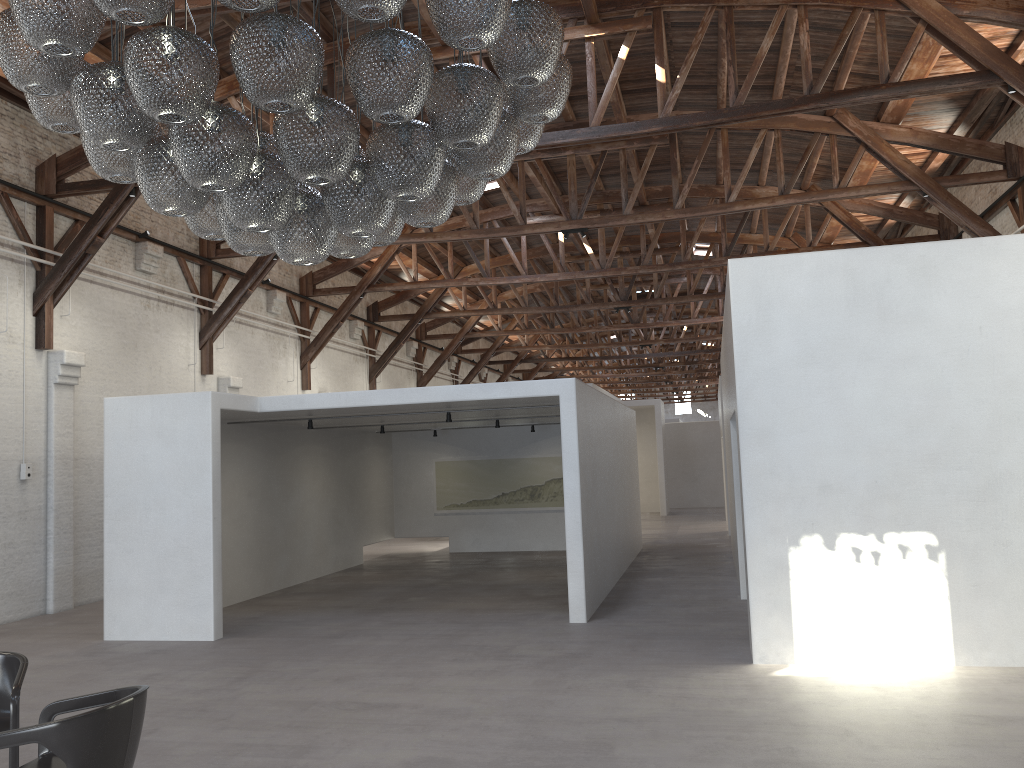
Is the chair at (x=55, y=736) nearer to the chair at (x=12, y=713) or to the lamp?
the chair at (x=12, y=713)

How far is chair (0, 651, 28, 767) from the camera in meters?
4.3

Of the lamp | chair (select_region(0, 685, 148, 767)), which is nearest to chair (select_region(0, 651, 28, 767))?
chair (select_region(0, 685, 148, 767))

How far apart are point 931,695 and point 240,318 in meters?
12.8 m

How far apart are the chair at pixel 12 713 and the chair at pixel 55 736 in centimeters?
39cm

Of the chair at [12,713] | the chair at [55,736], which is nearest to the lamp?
the chair at [55,736]

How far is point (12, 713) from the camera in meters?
4.3 m

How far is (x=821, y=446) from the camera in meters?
7.0 m

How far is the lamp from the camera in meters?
3.4

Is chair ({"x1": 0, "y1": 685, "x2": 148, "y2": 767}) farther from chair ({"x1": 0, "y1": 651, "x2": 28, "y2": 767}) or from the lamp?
the lamp
